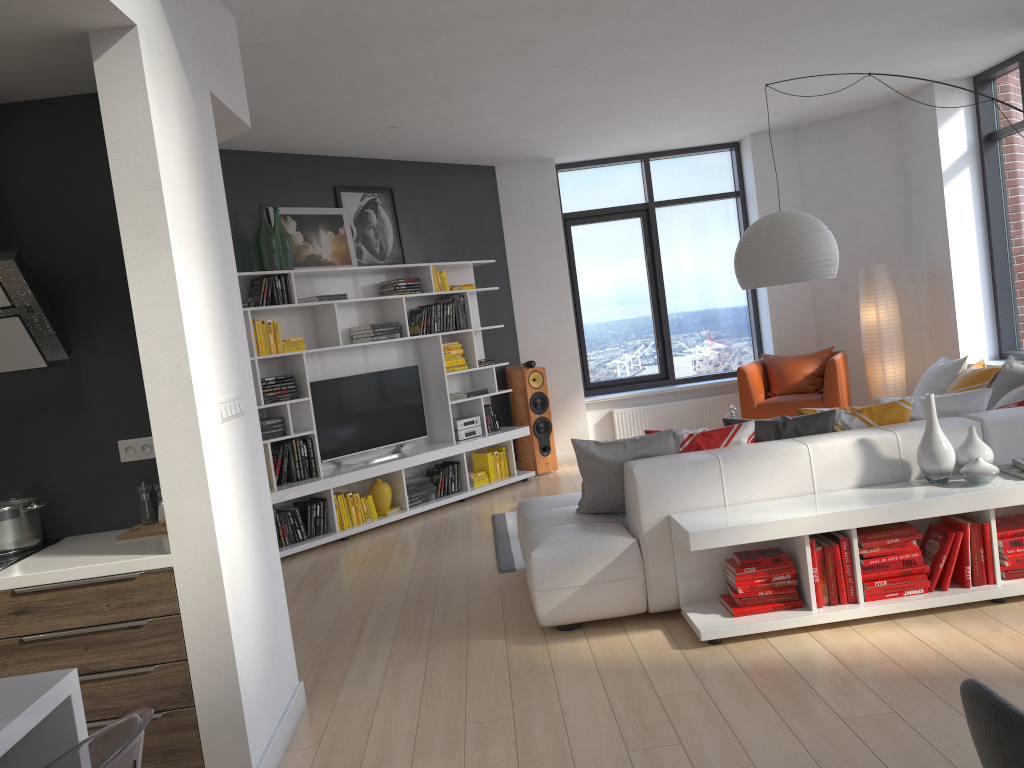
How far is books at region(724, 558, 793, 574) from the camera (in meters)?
3.79

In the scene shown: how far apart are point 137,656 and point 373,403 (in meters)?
4.46

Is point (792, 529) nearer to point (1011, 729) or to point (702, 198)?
point (1011, 729)

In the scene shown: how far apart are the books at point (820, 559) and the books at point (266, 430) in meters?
4.0

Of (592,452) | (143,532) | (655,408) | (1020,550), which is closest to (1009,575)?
(1020,550)

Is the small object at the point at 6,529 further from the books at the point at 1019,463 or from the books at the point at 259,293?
the books at the point at 1019,463

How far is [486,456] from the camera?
7.9 meters

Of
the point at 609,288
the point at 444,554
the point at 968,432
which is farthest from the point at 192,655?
the point at 609,288

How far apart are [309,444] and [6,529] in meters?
3.5

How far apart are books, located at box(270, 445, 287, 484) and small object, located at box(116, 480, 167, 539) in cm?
308
